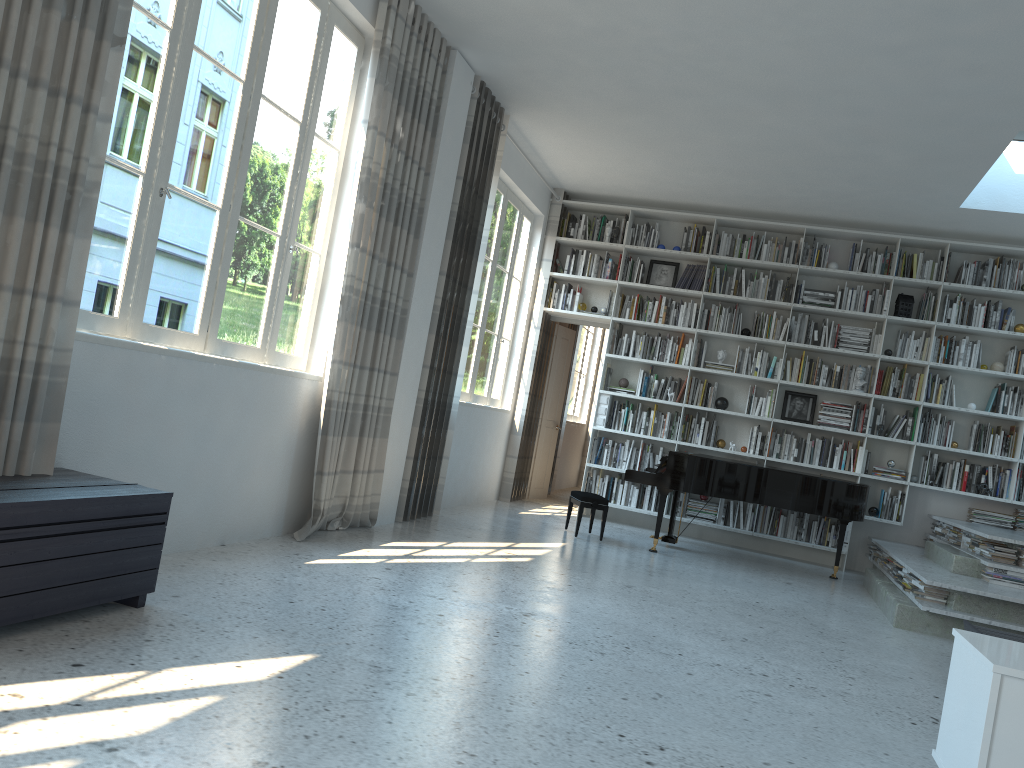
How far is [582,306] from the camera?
9.03m

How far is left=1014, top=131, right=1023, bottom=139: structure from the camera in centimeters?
644cm

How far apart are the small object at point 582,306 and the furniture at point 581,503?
2.3 meters

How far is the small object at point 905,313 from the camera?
8.2 meters

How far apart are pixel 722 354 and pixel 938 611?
3.8 meters

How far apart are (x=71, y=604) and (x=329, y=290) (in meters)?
2.69

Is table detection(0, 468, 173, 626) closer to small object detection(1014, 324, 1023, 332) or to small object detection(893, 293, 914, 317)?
small object detection(893, 293, 914, 317)

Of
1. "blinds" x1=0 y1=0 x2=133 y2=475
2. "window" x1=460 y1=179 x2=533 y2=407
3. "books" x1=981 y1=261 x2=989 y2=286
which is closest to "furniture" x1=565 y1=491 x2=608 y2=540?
"window" x1=460 y1=179 x2=533 y2=407

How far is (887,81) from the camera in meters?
5.3 m

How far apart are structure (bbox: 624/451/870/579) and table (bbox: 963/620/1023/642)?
2.3 meters
